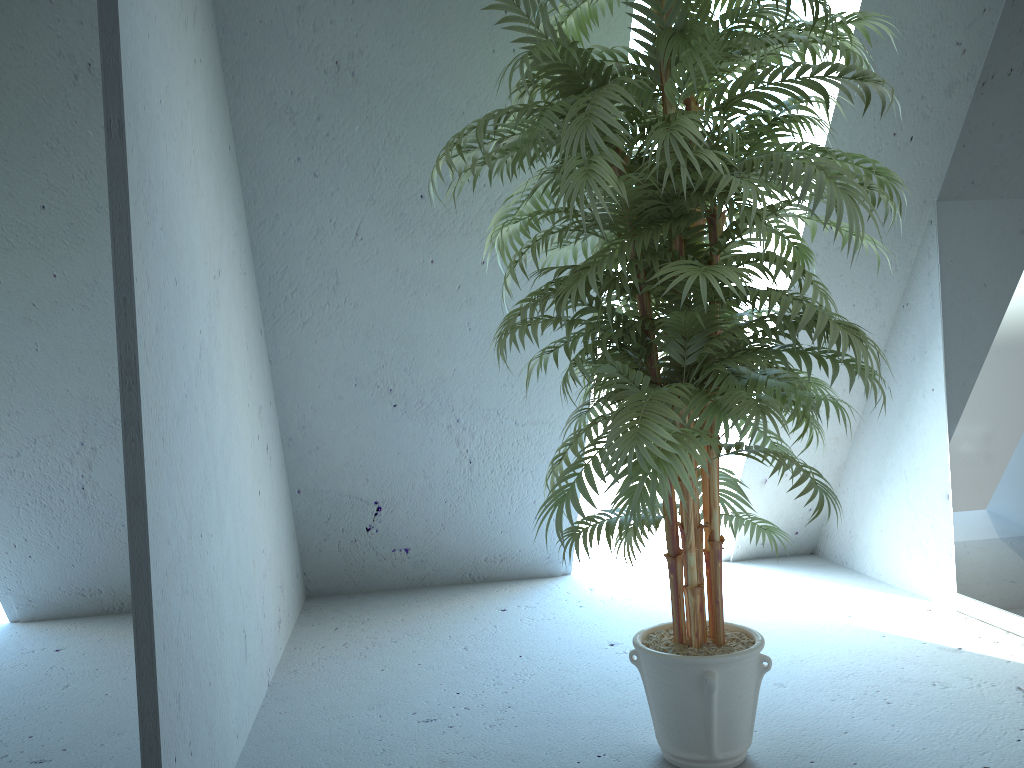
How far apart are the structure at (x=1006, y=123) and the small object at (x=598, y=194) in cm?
81

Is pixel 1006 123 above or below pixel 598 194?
above

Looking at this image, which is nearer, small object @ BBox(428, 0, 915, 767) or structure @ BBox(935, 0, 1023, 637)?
small object @ BBox(428, 0, 915, 767)

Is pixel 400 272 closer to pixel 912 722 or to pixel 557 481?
pixel 557 481

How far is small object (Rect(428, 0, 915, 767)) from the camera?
1.57m

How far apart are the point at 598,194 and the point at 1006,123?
1.7 meters

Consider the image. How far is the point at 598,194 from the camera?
1.6 meters

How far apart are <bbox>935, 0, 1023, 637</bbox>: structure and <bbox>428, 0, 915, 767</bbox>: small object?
0.81m

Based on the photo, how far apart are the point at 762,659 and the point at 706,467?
0.6m
